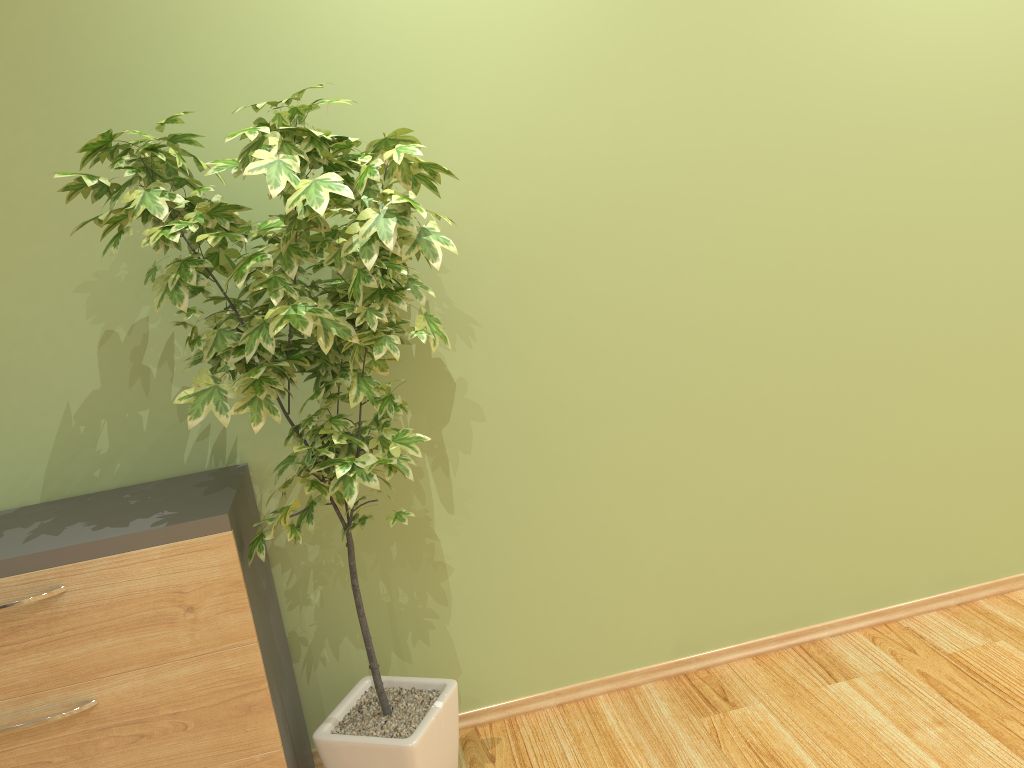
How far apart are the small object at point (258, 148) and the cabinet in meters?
0.0

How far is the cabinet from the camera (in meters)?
2.02

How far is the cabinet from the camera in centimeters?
202cm

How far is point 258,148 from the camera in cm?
192

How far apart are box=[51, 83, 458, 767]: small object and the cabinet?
0.0m

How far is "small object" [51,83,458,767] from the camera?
1.9m
